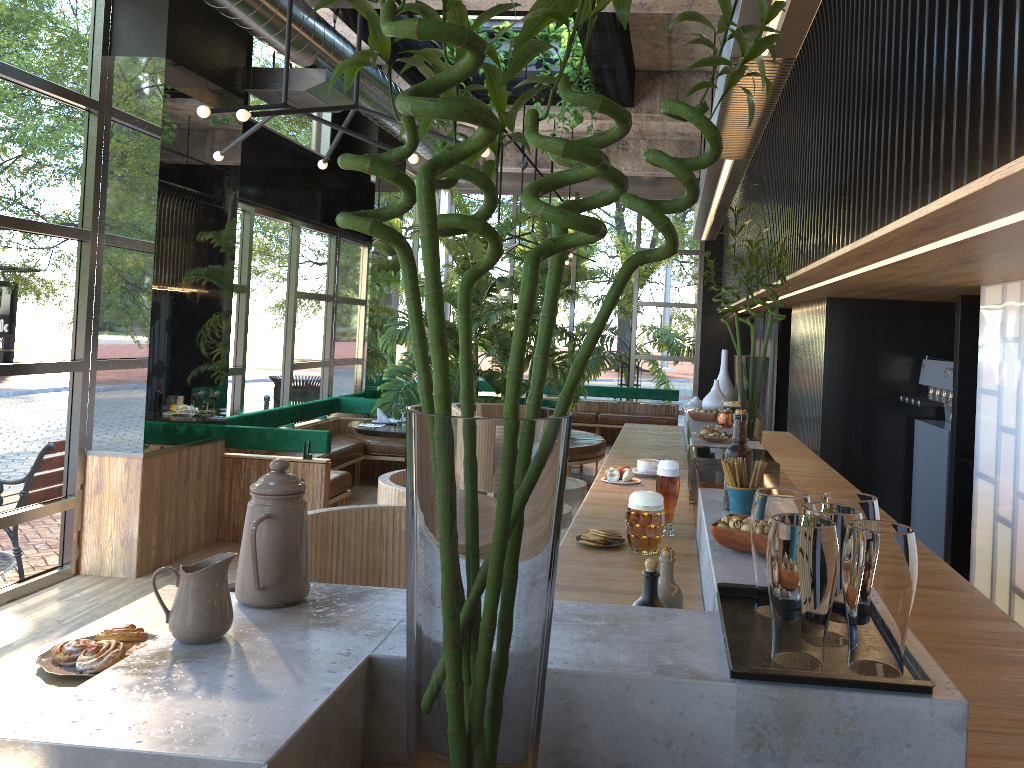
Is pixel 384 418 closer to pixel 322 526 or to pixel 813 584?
pixel 322 526

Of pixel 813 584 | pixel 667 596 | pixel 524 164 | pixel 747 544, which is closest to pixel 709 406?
pixel 747 544

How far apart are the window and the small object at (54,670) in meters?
4.0 m

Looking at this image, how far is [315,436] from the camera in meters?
6.5 m

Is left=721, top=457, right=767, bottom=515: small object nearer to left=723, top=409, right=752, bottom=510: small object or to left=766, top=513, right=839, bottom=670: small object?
left=723, top=409, right=752, bottom=510: small object

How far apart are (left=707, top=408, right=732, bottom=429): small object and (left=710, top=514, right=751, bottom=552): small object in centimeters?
245cm

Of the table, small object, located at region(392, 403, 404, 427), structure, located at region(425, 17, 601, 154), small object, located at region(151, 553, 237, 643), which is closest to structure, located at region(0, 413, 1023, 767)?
small object, located at region(151, 553, 237, 643)

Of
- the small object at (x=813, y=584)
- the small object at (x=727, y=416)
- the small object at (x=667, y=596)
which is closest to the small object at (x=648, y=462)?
the small object at (x=727, y=416)

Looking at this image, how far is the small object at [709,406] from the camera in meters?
5.0 m

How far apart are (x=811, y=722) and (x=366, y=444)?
A: 8.2 meters
